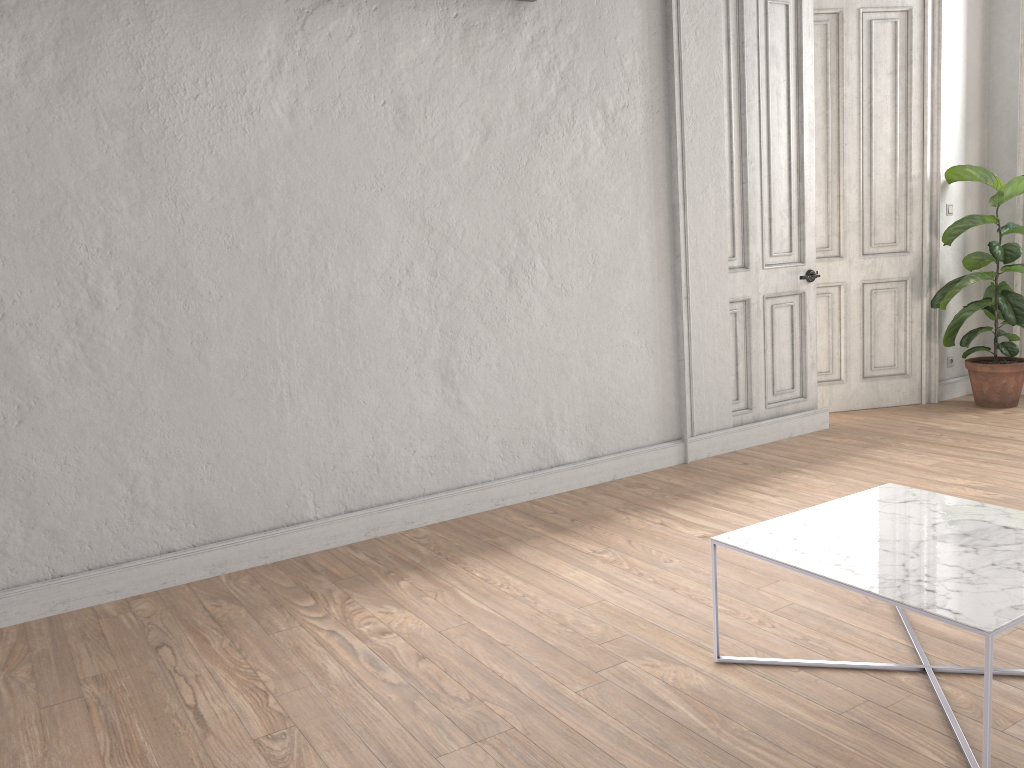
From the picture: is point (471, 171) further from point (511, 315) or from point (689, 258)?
point (689, 258)

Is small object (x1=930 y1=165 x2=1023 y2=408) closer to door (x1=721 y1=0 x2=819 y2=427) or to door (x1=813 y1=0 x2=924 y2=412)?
door (x1=813 y1=0 x2=924 y2=412)

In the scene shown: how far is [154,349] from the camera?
3.55m

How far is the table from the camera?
2.1m

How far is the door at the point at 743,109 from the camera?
5.1m

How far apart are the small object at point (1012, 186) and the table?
3.4 meters

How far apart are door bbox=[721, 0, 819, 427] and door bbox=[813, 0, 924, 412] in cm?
50

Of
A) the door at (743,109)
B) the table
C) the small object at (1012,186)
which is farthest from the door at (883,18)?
the table

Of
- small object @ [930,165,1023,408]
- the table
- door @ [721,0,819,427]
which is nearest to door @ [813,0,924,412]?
small object @ [930,165,1023,408]

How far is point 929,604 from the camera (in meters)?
2.07
